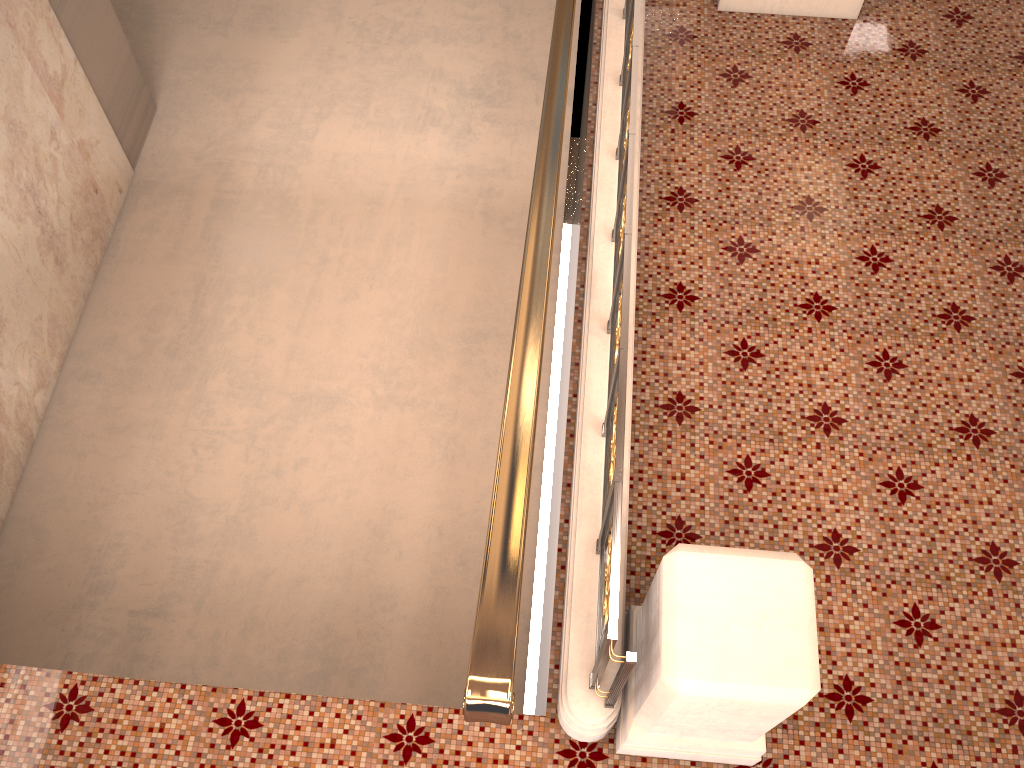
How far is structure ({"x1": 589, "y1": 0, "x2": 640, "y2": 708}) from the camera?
2.3 meters

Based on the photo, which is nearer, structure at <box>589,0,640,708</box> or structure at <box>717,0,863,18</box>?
structure at <box>589,0,640,708</box>

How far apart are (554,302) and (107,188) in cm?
404

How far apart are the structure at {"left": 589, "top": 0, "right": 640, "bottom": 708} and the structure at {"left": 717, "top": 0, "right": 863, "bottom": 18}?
0.8 meters

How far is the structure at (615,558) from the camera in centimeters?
228cm

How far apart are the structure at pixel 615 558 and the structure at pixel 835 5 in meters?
0.8 m

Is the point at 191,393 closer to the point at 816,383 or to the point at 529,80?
the point at 529,80

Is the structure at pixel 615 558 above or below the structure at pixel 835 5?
above

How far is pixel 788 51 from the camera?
4.51m

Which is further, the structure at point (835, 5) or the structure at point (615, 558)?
the structure at point (835, 5)
